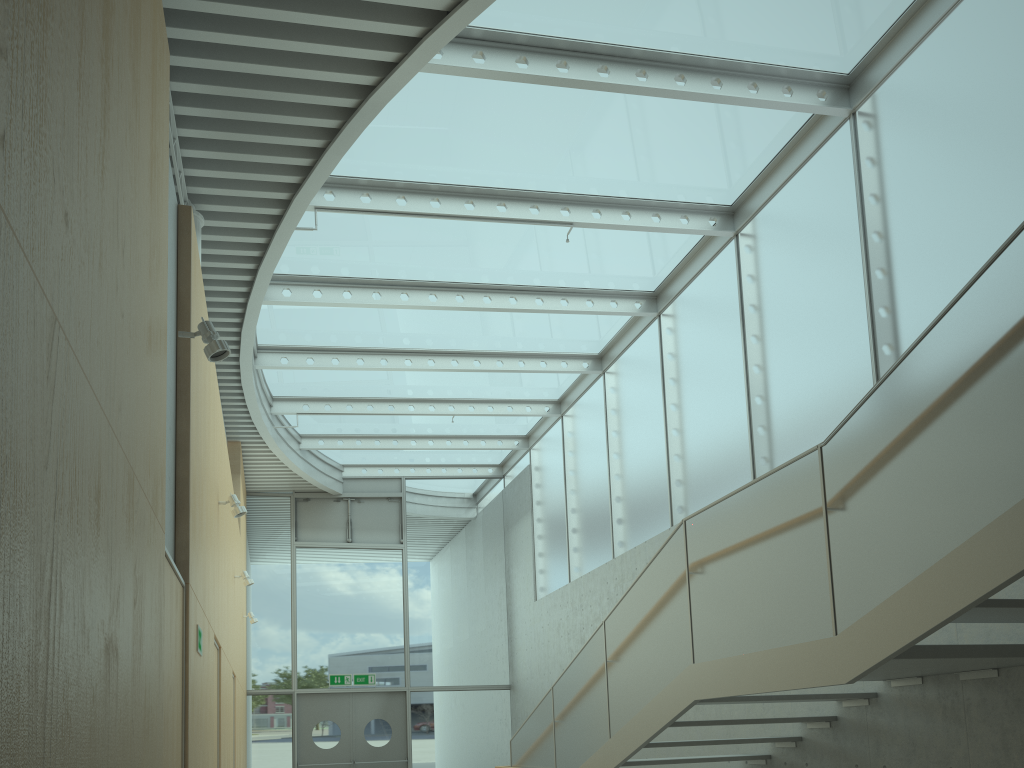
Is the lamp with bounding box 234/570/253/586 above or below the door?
above

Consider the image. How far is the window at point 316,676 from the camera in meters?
14.2 m

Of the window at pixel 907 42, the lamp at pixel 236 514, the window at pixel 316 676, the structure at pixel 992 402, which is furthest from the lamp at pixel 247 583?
the window at pixel 316 676

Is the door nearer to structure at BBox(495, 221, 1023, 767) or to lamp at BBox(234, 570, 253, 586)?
lamp at BBox(234, 570, 253, 586)

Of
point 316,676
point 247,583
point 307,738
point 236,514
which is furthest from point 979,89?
point 307,738

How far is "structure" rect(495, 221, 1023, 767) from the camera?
3.5 meters

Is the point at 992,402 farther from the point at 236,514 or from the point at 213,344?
the point at 236,514

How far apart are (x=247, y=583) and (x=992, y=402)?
8.14m

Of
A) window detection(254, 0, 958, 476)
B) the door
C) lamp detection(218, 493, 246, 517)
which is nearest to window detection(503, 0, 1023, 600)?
window detection(254, 0, 958, 476)

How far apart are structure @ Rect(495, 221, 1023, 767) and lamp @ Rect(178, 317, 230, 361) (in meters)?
3.08
